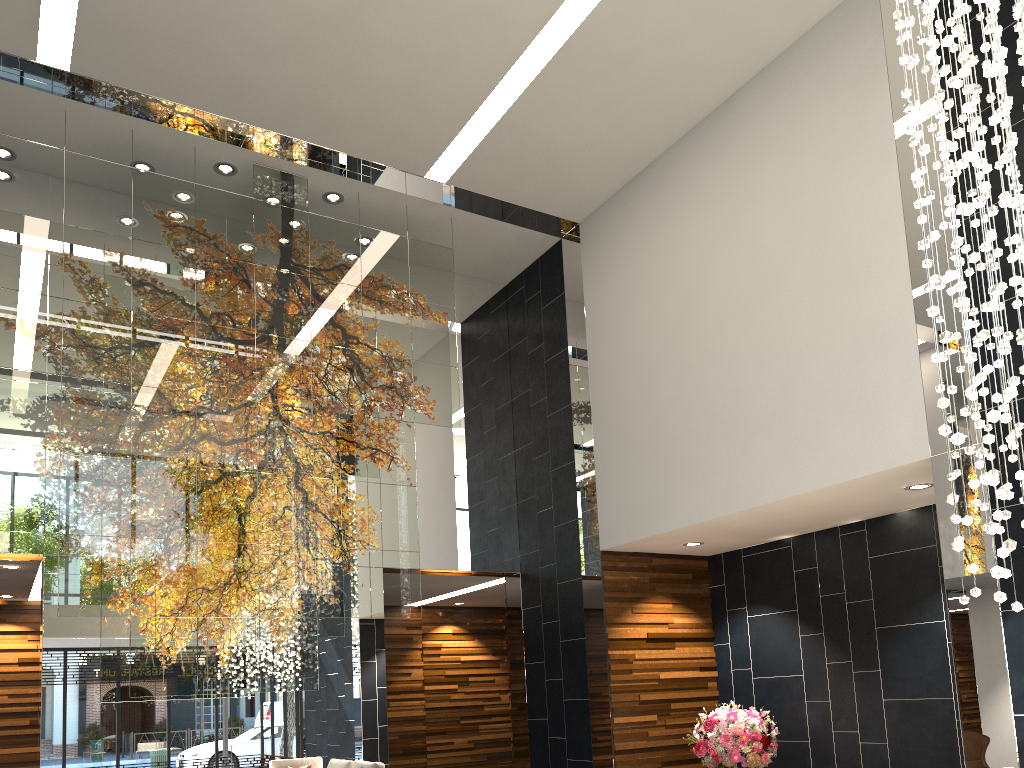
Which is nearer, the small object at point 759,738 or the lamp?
the lamp

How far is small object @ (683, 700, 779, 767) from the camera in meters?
6.6

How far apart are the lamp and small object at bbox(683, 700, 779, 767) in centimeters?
339cm

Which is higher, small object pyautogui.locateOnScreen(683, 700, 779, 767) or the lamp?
the lamp

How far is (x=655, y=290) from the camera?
7.56m

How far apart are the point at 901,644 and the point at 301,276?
5.6m

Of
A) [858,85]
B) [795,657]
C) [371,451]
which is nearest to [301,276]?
[371,451]

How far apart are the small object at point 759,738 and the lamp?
3.39m

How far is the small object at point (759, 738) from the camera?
6.6m

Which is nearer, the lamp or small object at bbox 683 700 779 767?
the lamp
